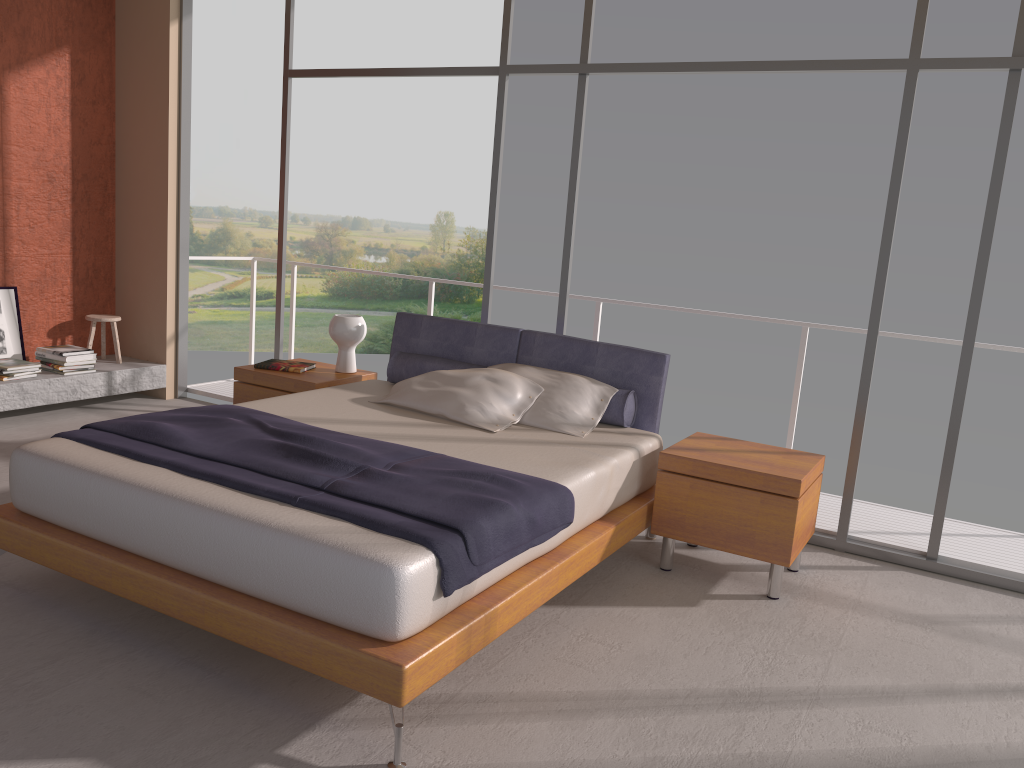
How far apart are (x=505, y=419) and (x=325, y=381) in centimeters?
131cm

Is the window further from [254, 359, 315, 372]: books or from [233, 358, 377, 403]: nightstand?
[254, 359, 315, 372]: books

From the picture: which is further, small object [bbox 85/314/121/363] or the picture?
small object [bbox 85/314/121/363]

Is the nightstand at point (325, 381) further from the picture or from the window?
the picture

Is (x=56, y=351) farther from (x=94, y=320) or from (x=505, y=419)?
(x=505, y=419)

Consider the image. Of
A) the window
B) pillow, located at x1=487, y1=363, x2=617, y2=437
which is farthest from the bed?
the window

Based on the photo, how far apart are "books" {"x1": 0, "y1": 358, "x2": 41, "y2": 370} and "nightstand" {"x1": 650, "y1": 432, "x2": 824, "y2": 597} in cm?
428

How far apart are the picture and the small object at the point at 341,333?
2.55m

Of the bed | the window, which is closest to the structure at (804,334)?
the window

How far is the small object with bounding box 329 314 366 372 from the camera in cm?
520
